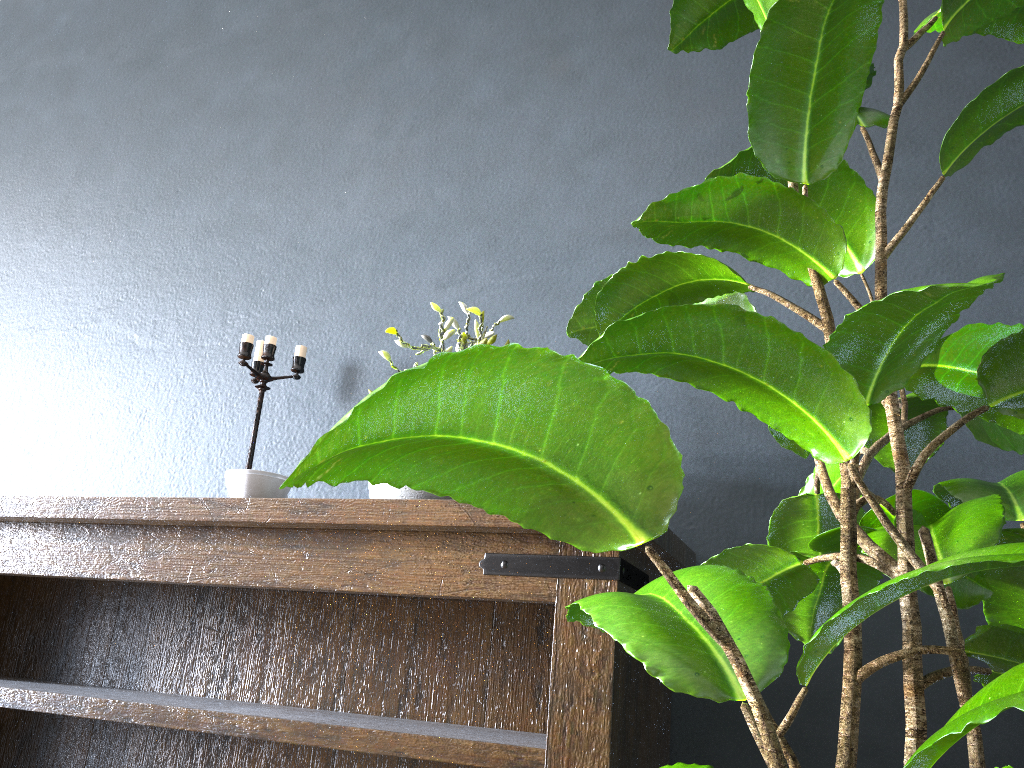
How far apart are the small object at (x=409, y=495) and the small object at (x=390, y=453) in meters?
0.3 m

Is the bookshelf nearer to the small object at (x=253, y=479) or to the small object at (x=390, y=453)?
the small object at (x=253, y=479)

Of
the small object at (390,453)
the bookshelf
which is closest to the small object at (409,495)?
the bookshelf

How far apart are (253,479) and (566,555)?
0.60m

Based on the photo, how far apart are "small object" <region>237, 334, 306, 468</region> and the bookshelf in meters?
0.3

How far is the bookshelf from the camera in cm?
123

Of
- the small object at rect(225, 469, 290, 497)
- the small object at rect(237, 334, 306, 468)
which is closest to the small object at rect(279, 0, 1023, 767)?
the small object at rect(225, 469, 290, 497)

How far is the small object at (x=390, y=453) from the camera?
0.53m

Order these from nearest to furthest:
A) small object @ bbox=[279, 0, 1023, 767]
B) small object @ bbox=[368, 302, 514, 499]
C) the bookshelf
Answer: small object @ bbox=[279, 0, 1023, 767] < the bookshelf < small object @ bbox=[368, 302, 514, 499]

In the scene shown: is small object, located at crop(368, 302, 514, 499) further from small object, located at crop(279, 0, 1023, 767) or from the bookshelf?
small object, located at crop(279, 0, 1023, 767)
